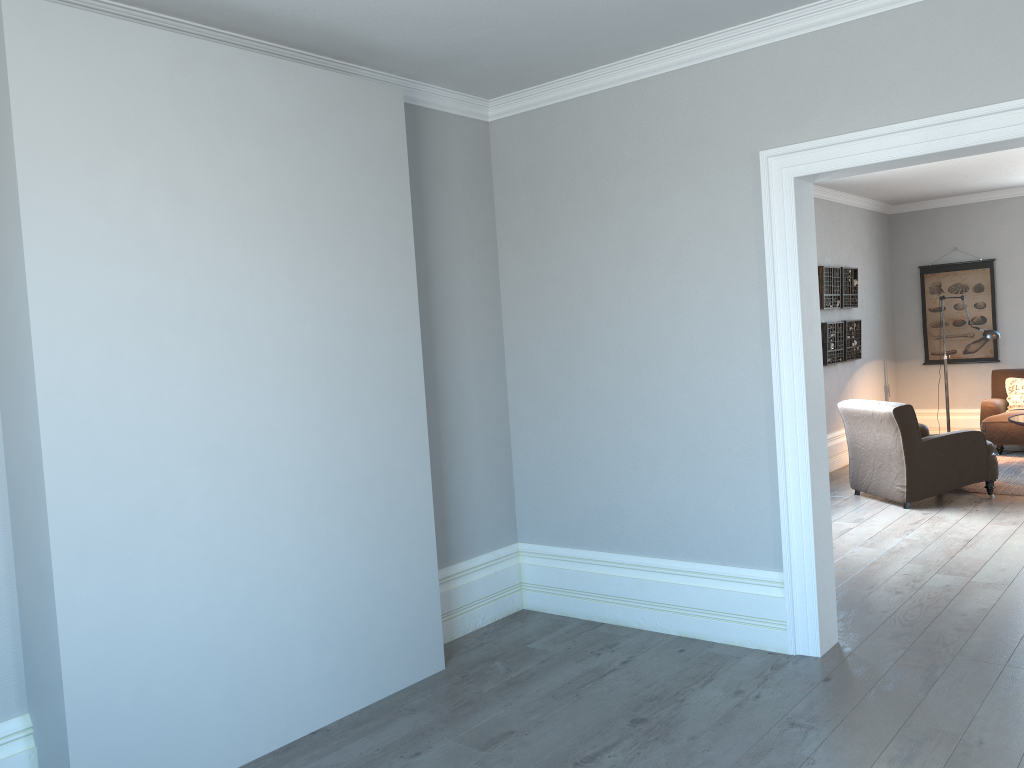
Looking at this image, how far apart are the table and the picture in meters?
2.2 m

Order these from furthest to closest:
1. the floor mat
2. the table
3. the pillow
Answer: the pillow → the table → the floor mat

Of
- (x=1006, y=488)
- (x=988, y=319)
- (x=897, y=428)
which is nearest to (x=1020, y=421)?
(x=1006, y=488)

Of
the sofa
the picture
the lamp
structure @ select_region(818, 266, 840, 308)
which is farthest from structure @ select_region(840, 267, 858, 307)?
the sofa

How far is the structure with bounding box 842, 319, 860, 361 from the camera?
8.97m

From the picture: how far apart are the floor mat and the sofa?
0.07m

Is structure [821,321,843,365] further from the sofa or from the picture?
the picture

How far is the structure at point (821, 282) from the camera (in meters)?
8.48

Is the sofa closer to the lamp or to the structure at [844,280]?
the lamp

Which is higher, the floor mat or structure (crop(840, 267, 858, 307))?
structure (crop(840, 267, 858, 307))
